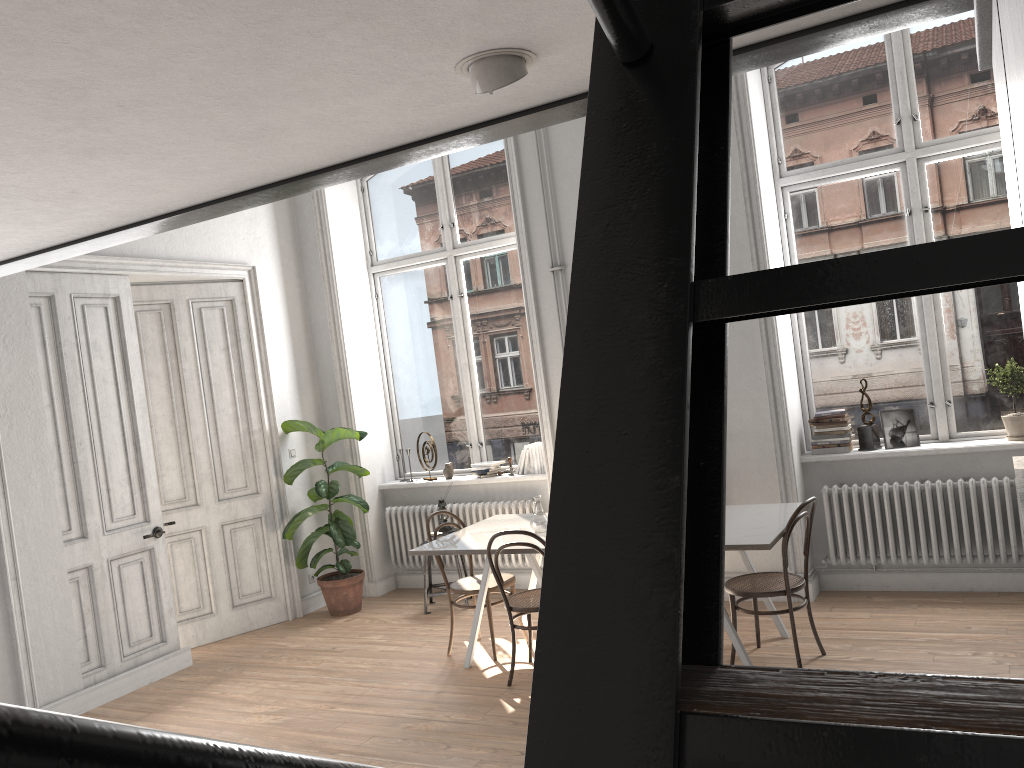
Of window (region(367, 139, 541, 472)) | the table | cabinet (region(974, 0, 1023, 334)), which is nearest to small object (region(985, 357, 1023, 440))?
the table

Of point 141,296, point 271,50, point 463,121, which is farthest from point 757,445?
point 271,50

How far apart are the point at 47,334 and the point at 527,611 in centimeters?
355cm

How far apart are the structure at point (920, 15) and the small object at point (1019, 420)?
4.22m

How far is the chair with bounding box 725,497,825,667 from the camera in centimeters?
470cm

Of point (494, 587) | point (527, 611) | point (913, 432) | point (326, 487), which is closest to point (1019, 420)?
point (913, 432)

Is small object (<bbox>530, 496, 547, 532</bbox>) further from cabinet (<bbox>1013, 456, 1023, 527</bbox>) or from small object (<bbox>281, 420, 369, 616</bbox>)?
cabinet (<bbox>1013, 456, 1023, 527</bbox>)

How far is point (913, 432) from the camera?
5.92m

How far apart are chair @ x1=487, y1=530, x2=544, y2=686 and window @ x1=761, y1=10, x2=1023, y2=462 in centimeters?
217cm

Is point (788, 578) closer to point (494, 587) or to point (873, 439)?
point (873, 439)
